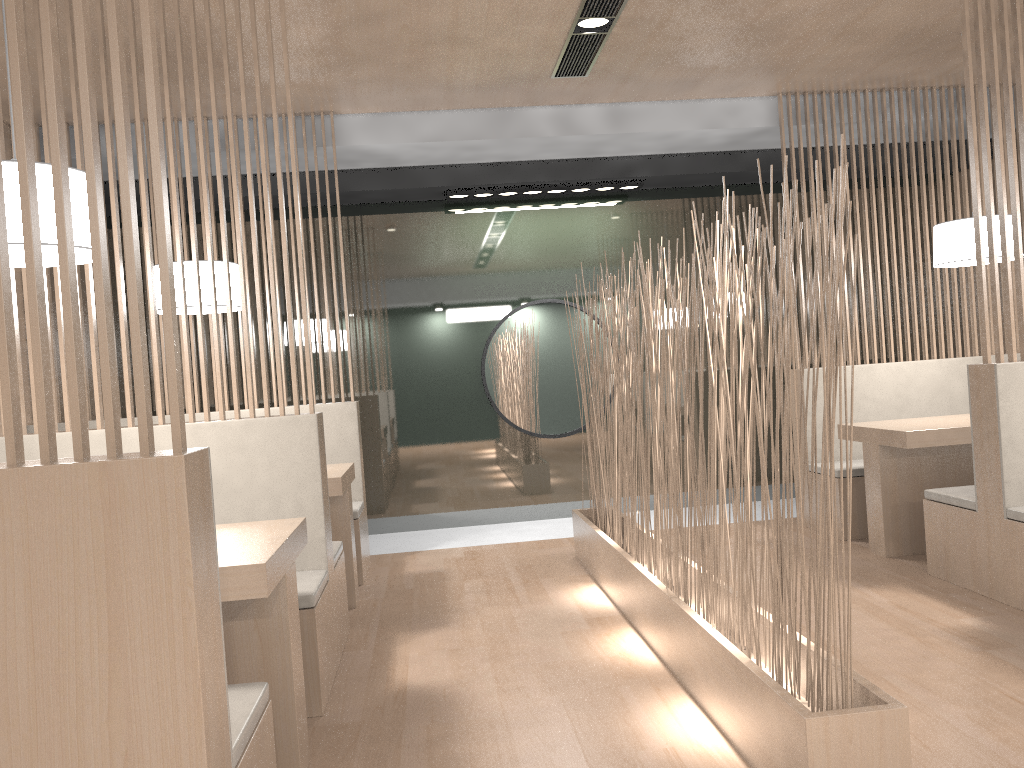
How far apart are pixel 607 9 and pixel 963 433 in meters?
1.6

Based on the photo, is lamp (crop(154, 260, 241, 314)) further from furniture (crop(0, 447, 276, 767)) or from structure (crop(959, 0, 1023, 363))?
structure (crop(959, 0, 1023, 363))

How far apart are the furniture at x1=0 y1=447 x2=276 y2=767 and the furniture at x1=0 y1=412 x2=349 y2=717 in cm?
51

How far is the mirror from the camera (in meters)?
3.81

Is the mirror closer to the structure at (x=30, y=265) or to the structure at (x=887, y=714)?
the structure at (x=887, y=714)

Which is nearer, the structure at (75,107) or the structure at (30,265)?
the structure at (30,265)

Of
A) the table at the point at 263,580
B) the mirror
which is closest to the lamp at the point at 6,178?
the table at the point at 263,580

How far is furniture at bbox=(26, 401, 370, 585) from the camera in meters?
2.9 m

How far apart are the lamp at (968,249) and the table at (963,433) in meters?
0.5 m

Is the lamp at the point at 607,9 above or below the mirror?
above
